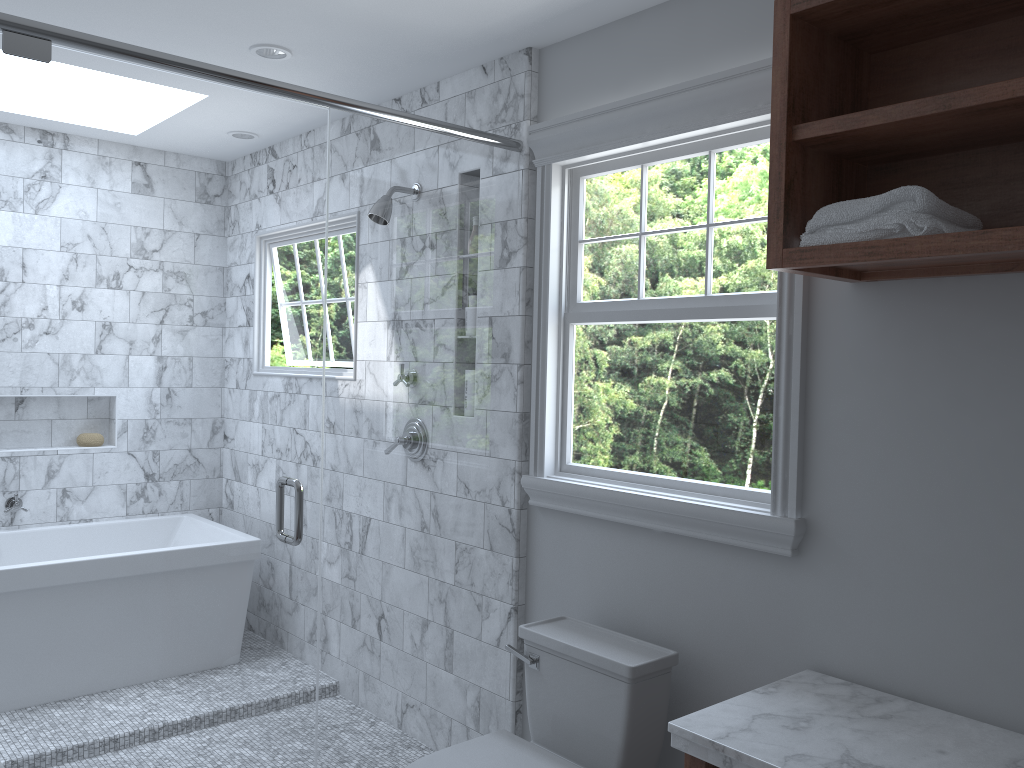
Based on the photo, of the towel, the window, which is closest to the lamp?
the window

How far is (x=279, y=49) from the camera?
3.0 meters

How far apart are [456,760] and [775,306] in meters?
1.4 m

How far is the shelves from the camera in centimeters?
166cm

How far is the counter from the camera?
1.69m

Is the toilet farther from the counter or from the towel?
the towel

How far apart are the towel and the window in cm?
36

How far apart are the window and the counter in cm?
29

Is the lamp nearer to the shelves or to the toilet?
the shelves

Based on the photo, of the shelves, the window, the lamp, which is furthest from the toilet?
the lamp
